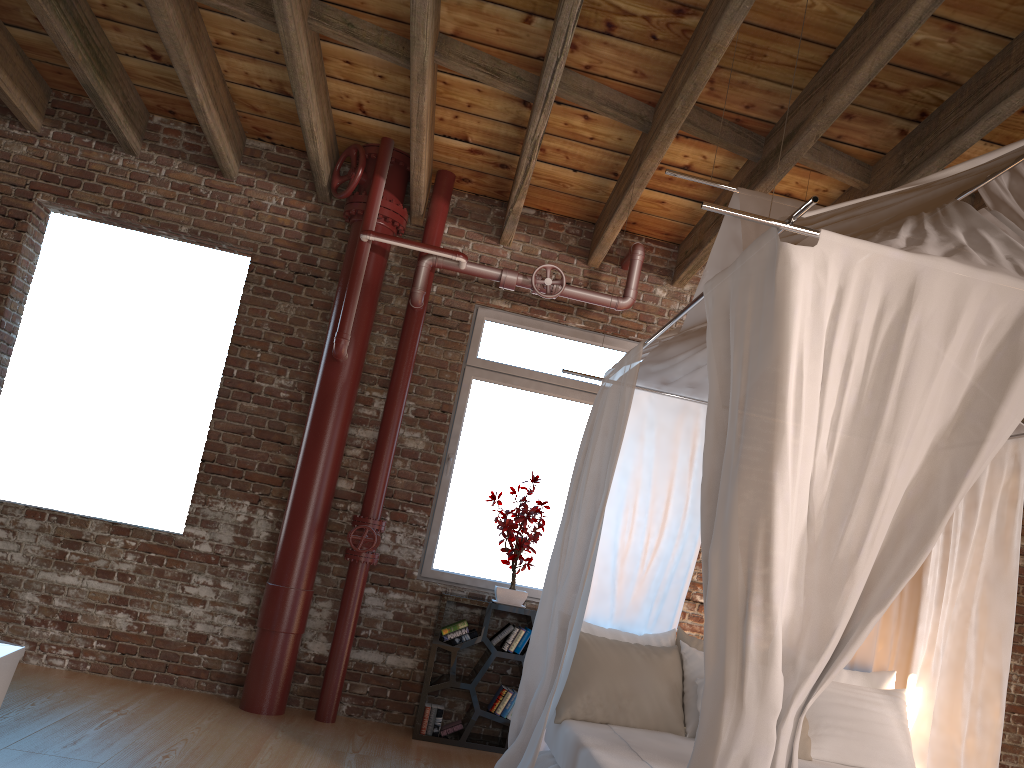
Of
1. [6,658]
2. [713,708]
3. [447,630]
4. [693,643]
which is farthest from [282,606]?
[713,708]

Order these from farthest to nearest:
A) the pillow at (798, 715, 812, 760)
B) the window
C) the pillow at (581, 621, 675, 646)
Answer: the window < the pillow at (581, 621, 675, 646) < the pillow at (798, 715, 812, 760)

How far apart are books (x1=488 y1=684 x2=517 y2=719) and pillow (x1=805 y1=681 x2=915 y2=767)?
1.74m

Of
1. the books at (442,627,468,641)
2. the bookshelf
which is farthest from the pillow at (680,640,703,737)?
the books at (442,627,468,641)

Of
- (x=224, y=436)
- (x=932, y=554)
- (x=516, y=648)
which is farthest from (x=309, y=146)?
(x=932, y=554)

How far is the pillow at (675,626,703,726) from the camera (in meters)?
4.21

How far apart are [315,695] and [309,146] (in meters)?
3.21

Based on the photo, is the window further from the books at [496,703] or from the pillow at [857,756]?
the pillow at [857,756]

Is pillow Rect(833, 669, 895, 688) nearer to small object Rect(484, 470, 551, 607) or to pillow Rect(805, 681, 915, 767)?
pillow Rect(805, 681, 915, 767)

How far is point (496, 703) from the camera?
5.06m
